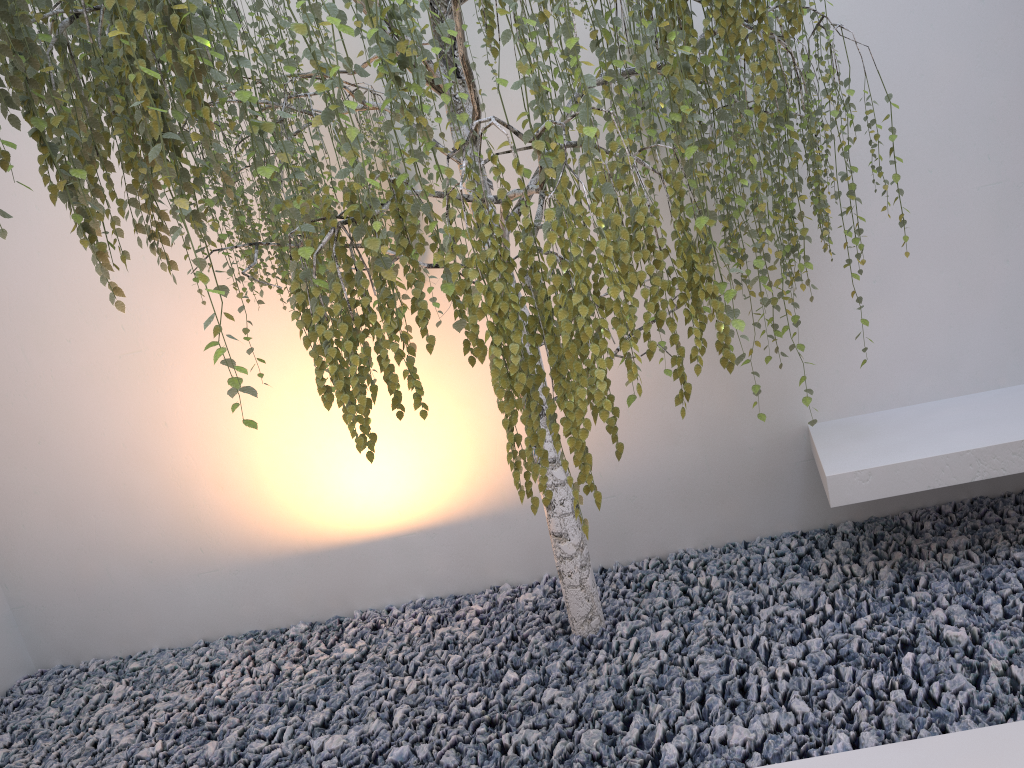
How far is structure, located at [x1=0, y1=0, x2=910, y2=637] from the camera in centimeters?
155cm

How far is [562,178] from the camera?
1.6m

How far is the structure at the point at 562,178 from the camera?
1.55m
